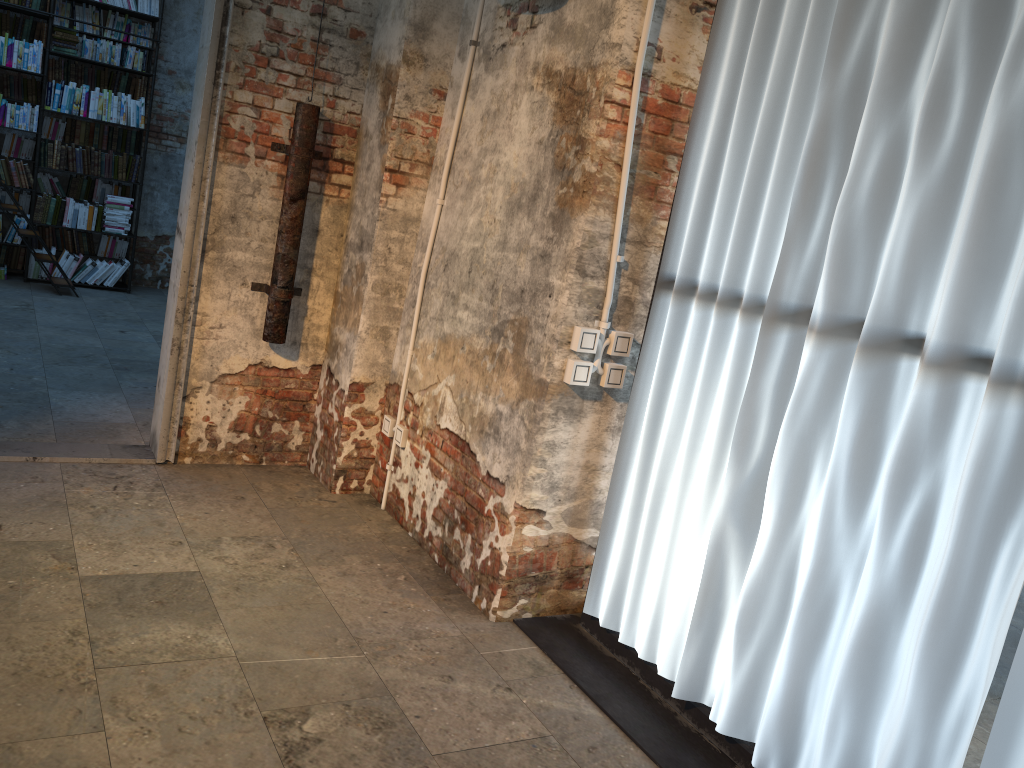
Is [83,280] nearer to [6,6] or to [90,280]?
[90,280]

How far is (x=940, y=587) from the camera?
2.1 meters

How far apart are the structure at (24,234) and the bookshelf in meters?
0.5

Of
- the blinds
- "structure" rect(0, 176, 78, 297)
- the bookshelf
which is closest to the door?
the blinds

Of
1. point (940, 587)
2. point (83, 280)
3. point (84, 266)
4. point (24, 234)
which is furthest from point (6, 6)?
point (940, 587)

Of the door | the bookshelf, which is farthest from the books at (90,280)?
the door

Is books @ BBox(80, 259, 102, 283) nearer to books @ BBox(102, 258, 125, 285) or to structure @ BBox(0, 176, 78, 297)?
books @ BBox(102, 258, 125, 285)

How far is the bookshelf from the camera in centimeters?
760cm

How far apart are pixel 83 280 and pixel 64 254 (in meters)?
0.29

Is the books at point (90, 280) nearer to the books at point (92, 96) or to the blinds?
the books at point (92, 96)
